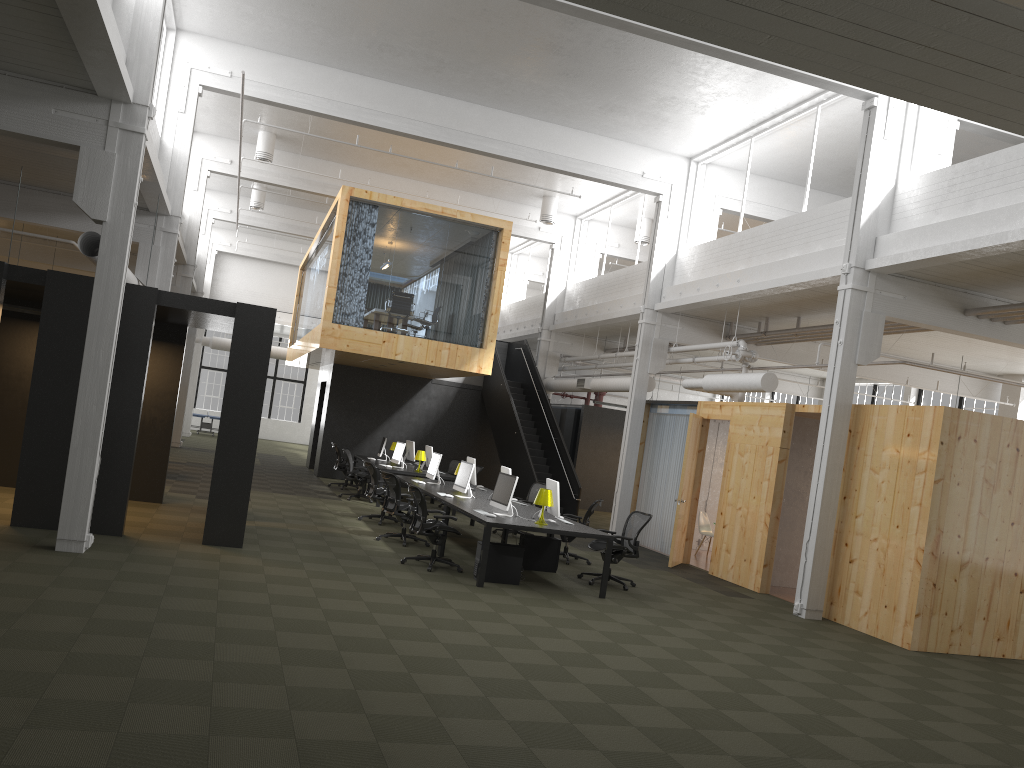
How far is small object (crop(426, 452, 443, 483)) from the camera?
14.8m

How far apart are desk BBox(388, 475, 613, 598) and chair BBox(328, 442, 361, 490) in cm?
509

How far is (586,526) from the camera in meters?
11.3

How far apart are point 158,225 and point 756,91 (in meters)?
9.79

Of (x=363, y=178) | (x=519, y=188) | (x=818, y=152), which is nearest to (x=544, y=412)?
(x=519, y=188)

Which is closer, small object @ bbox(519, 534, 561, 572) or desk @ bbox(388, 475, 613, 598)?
desk @ bbox(388, 475, 613, 598)

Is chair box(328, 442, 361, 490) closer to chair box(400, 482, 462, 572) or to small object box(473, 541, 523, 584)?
chair box(400, 482, 462, 572)

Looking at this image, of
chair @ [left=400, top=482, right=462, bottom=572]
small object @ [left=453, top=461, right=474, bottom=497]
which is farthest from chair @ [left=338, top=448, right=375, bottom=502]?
chair @ [left=400, top=482, right=462, bottom=572]

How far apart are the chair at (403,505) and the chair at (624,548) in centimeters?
261cm

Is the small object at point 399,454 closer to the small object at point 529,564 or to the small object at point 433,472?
the small object at point 433,472
